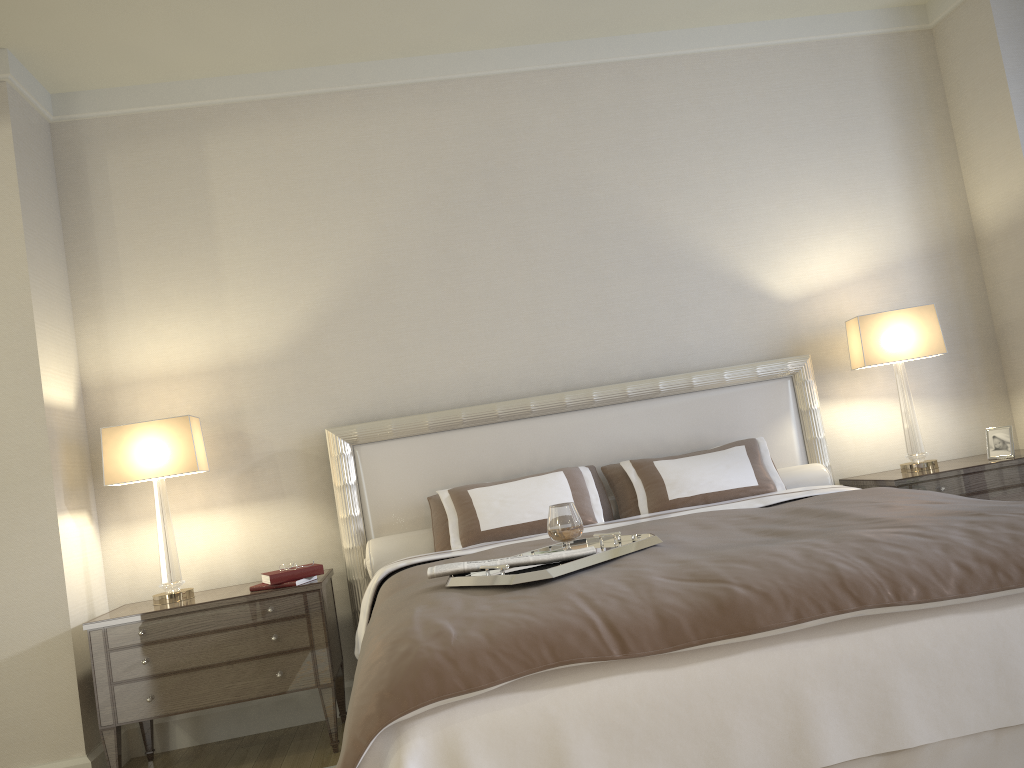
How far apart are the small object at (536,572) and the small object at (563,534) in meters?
0.1

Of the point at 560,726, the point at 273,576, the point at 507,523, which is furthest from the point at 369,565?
the point at 560,726

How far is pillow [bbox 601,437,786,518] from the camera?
3.8m

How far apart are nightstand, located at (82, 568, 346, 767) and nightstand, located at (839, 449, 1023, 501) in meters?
2.5

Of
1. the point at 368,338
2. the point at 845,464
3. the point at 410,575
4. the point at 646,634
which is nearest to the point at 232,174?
the point at 368,338

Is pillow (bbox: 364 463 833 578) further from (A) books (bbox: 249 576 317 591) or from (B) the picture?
(B) the picture

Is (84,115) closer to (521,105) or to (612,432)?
(521,105)

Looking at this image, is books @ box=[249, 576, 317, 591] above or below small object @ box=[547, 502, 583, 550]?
below

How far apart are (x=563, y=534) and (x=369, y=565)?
1.5 meters

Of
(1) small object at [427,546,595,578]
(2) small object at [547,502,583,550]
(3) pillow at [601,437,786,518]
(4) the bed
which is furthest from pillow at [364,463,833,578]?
(1) small object at [427,546,595,578]
